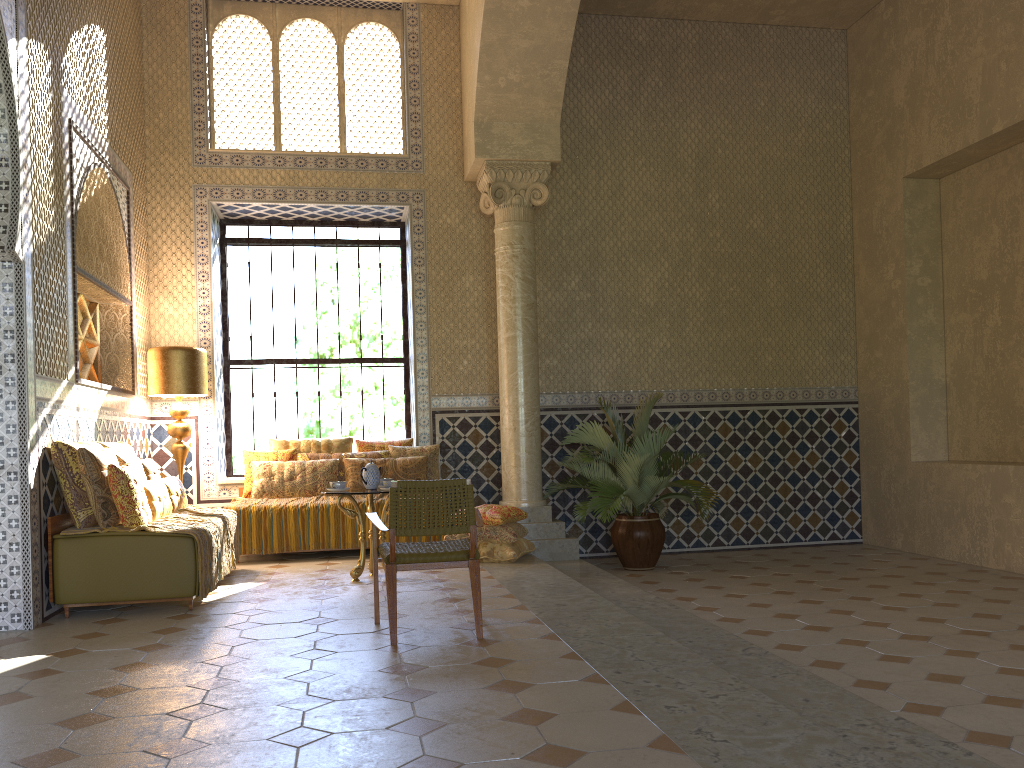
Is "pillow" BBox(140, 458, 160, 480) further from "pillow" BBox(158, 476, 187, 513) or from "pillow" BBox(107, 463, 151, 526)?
"pillow" BBox(107, 463, 151, 526)

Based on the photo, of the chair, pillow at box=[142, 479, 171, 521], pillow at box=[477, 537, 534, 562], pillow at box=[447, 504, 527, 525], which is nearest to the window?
pillow at box=[447, 504, 527, 525]

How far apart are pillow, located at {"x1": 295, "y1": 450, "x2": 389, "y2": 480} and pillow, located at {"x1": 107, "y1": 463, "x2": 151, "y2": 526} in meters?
3.8

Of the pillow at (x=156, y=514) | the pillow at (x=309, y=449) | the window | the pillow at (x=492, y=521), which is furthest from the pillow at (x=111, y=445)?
the pillow at (x=492, y=521)

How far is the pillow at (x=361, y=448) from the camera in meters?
12.7 m

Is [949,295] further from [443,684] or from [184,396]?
[184,396]

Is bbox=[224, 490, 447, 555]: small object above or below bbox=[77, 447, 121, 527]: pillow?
below

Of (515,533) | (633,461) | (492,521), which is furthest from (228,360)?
(633,461)

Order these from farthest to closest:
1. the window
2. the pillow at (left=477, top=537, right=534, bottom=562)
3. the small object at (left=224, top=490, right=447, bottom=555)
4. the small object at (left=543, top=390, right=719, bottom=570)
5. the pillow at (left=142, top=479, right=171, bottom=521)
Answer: the window
the small object at (left=543, top=390, right=719, bottom=570)
the small object at (left=224, top=490, right=447, bottom=555)
the pillow at (left=477, top=537, right=534, bottom=562)
the pillow at (left=142, top=479, right=171, bottom=521)

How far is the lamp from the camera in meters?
11.3 m
